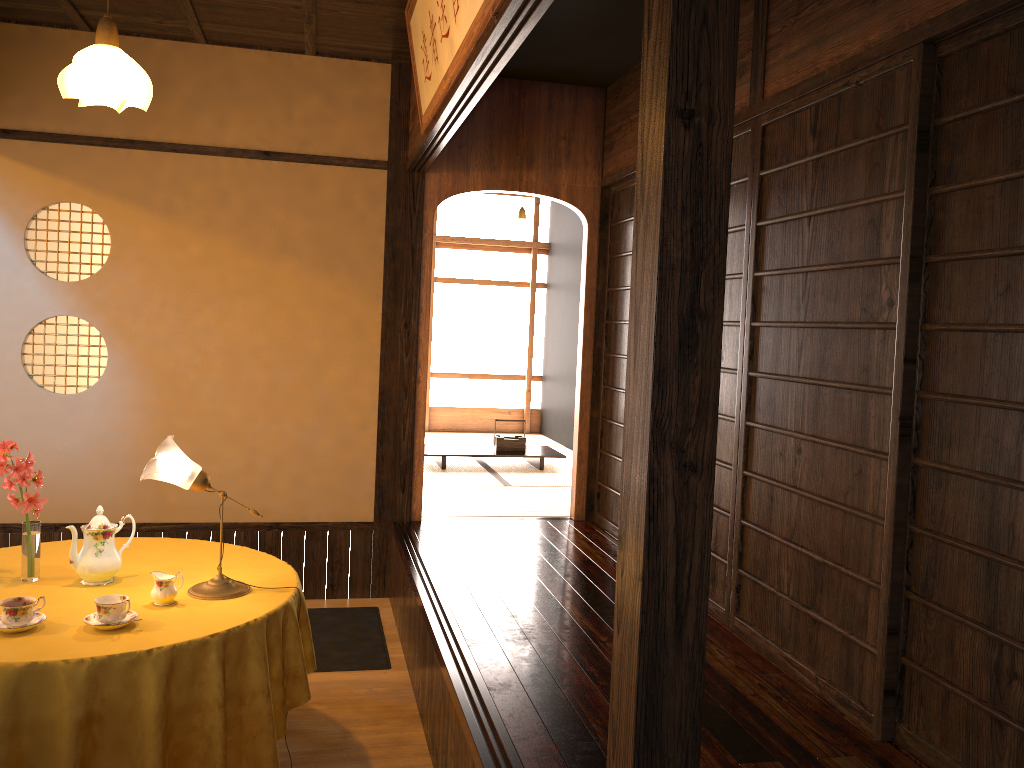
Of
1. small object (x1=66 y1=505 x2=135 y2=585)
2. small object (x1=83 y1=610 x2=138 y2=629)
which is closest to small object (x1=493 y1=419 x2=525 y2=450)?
small object (x1=66 y1=505 x2=135 y2=585)

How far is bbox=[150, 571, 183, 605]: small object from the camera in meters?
2.7 m

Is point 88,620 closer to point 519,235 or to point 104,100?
point 104,100

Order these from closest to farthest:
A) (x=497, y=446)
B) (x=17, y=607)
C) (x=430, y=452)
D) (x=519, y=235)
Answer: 1. (x=17, y=607)
2. (x=430, y=452)
3. (x=497, y=446)
4. (x=519, y=235)

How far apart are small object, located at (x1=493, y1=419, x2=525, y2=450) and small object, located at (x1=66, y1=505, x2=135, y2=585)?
4.5 meters

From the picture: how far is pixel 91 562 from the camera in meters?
2.9

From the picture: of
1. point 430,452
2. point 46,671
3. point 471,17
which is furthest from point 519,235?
point 46,671

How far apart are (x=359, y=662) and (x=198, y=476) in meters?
1.7 m

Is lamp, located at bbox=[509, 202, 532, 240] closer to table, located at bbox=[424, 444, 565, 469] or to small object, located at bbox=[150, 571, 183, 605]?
table, located at bbox=[424, 444, 565, 469]

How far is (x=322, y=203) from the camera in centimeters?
491cm
